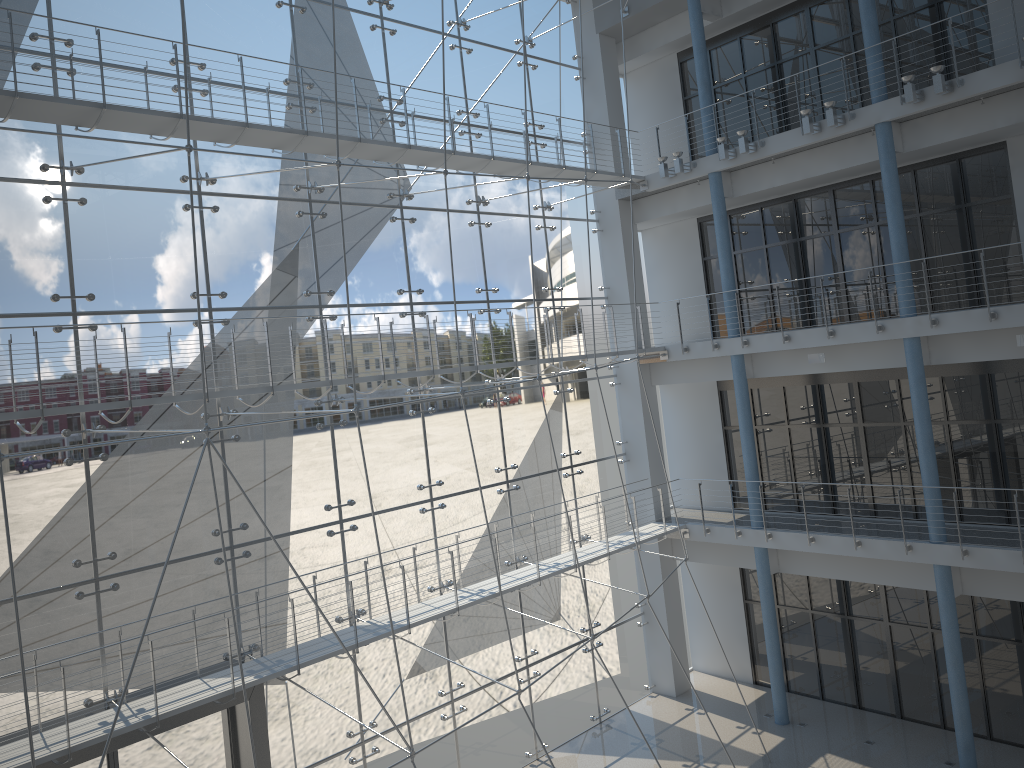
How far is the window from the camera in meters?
1.6 m

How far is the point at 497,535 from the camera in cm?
224

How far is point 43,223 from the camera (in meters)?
1.60
